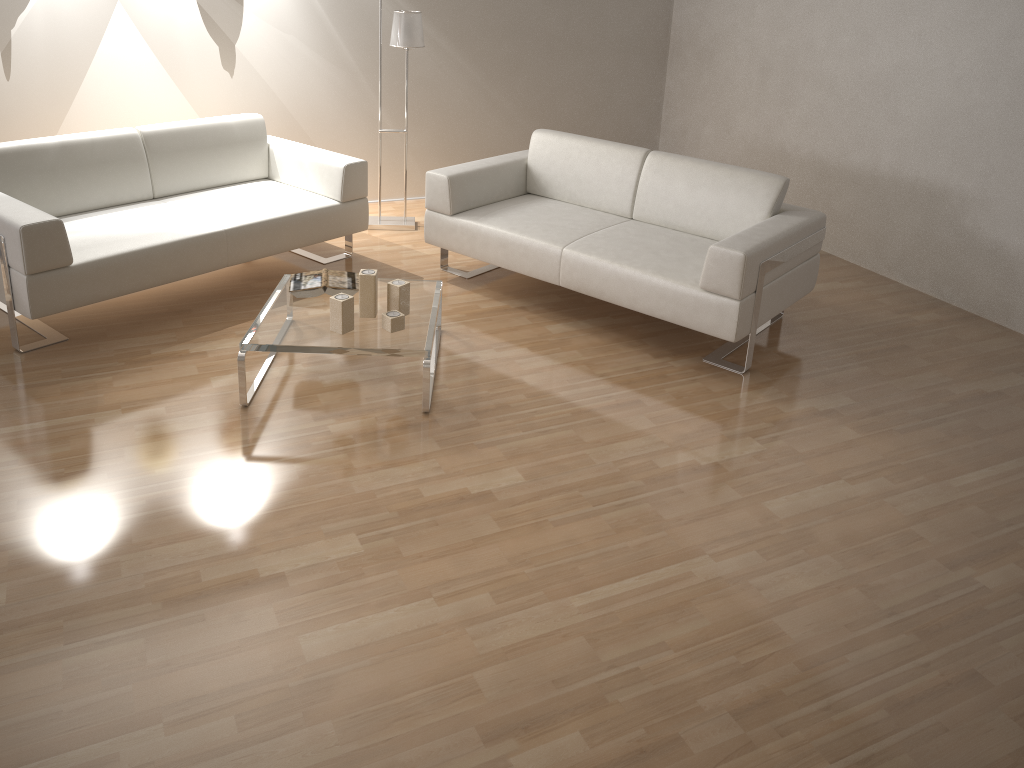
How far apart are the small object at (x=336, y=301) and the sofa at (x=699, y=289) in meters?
1.1

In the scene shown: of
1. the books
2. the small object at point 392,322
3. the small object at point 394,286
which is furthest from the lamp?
the small object at point 392,322

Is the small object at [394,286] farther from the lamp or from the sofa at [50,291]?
the lamp

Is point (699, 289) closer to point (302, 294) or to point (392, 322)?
point (392, 322)

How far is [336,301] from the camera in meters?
3.3

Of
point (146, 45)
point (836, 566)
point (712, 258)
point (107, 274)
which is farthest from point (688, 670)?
point (146, 45)

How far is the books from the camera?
3.6 meters

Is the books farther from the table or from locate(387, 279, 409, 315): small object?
locate(387, 279, 409, 315): small object

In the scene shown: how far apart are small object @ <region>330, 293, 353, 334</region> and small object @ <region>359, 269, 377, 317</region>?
0.1m

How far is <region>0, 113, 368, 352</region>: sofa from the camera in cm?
345
